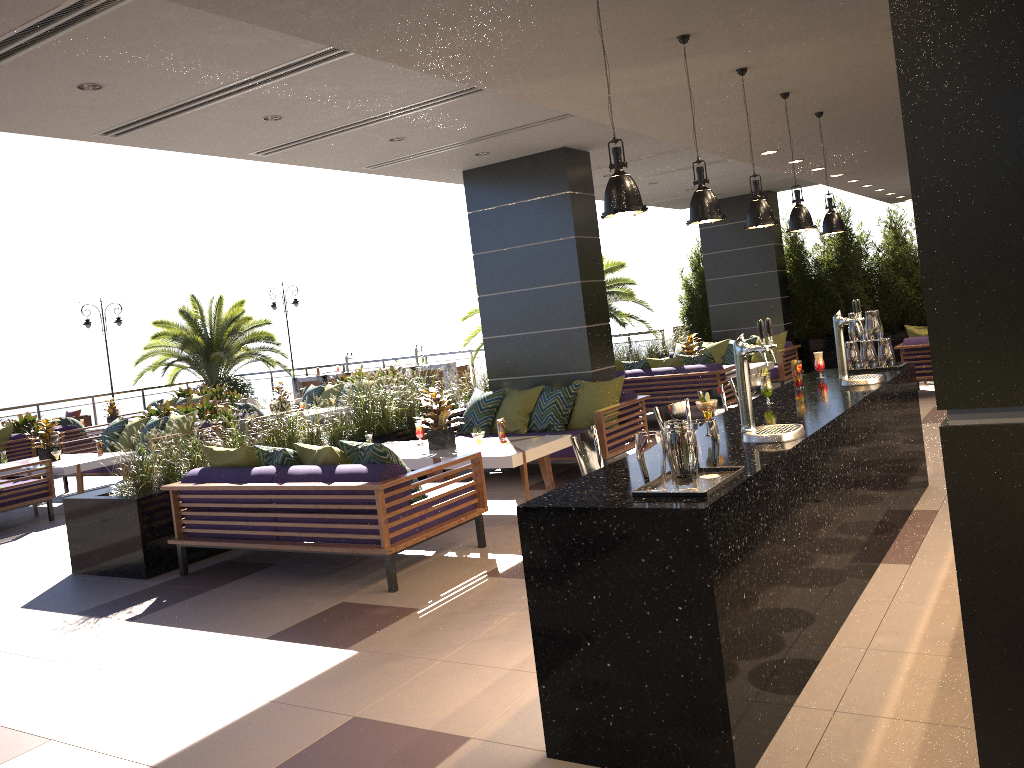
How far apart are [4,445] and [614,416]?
10.6m

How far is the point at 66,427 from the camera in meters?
14.7 m

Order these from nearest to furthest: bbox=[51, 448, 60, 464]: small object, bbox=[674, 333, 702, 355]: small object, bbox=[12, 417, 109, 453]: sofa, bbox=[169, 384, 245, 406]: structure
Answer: bbox=[51, 448, 60, 464]: small object → bbox=[674, 333, 702, 355]: small object → bbox=[12, 417, 109, 453]: sofa → bbox=[169, 384, 245, 406]: structure

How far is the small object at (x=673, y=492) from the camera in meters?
3.0

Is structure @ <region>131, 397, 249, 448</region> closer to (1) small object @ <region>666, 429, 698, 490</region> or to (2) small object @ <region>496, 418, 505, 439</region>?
(2) small object @ <region>496, 418, 505, 439</region>

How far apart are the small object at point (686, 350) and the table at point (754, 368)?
0.9 meters

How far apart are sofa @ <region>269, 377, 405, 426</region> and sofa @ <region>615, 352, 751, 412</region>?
5.6m

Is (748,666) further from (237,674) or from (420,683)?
(237,674)

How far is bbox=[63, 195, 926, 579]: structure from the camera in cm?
667

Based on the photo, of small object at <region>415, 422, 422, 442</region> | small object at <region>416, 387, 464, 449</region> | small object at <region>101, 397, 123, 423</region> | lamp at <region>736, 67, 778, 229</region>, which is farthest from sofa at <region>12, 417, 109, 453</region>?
lamp at <region>736, 67, 778, 229</region>
